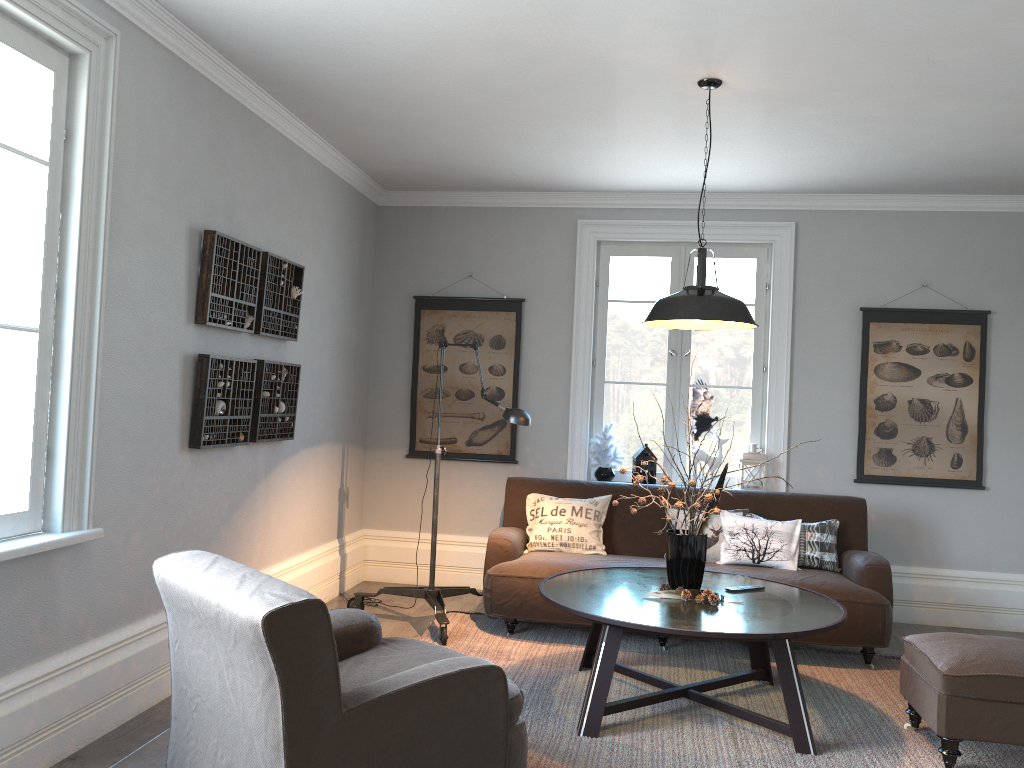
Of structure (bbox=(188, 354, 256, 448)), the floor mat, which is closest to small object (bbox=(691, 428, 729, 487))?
the floor mat

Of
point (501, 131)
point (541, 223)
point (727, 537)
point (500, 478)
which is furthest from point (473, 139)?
point (727, 537)

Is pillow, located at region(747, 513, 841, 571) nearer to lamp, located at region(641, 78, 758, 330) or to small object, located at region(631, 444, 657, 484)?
small object, located at region(631, 444, 657, 484)

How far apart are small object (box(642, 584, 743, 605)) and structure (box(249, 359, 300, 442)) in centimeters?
208cm

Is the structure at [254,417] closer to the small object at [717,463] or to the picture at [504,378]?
the picture at [504,378]

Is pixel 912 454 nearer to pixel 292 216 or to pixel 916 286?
pixel 916 286

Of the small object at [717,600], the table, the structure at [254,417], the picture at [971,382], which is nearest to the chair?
the table

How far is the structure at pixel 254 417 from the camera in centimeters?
440cm

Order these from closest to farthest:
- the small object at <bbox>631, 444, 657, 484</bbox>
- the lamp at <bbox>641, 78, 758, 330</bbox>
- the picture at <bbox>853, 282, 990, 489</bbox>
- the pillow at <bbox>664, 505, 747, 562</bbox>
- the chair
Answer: the chair
the lamp at <bbox>641, 78, 758, 330</bbox>
the pillow at <bbox>664, 505, 747, 562</bbox>
the picture at <bbox>853, 282, 990, 489</bbox>
the small object at <bbox>631, 444, 657, 484</bbox>

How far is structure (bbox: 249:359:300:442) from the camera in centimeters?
440cm
